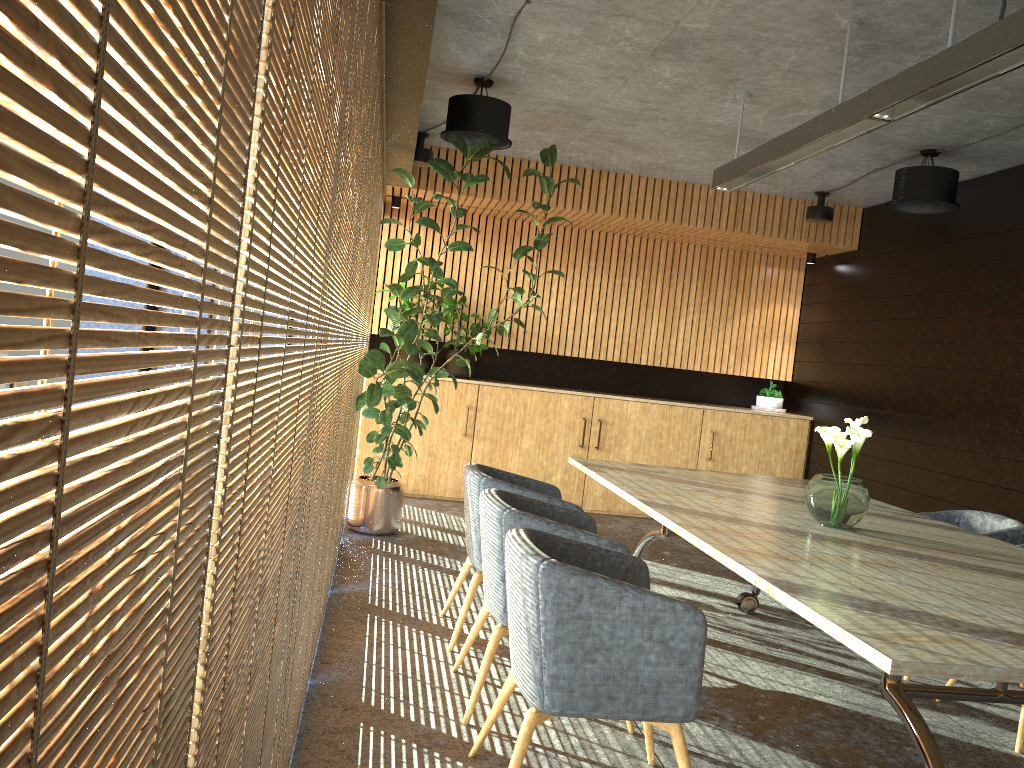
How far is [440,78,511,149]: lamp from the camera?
6.1m

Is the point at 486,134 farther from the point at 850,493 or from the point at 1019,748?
the point at 1019,748

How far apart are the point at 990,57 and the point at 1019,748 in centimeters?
309cm

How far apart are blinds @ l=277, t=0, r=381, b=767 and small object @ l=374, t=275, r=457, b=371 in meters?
5.5 m

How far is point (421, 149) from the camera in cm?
798

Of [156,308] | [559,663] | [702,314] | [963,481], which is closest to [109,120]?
[156,308]

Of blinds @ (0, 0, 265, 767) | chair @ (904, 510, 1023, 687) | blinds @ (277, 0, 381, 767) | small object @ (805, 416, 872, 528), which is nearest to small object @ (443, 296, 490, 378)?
chair @ (904, 510, 1023, 687)

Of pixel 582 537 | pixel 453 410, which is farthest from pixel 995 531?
pixel 453 410

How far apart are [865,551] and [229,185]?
3.4 meters

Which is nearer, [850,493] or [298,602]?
[298,602]
